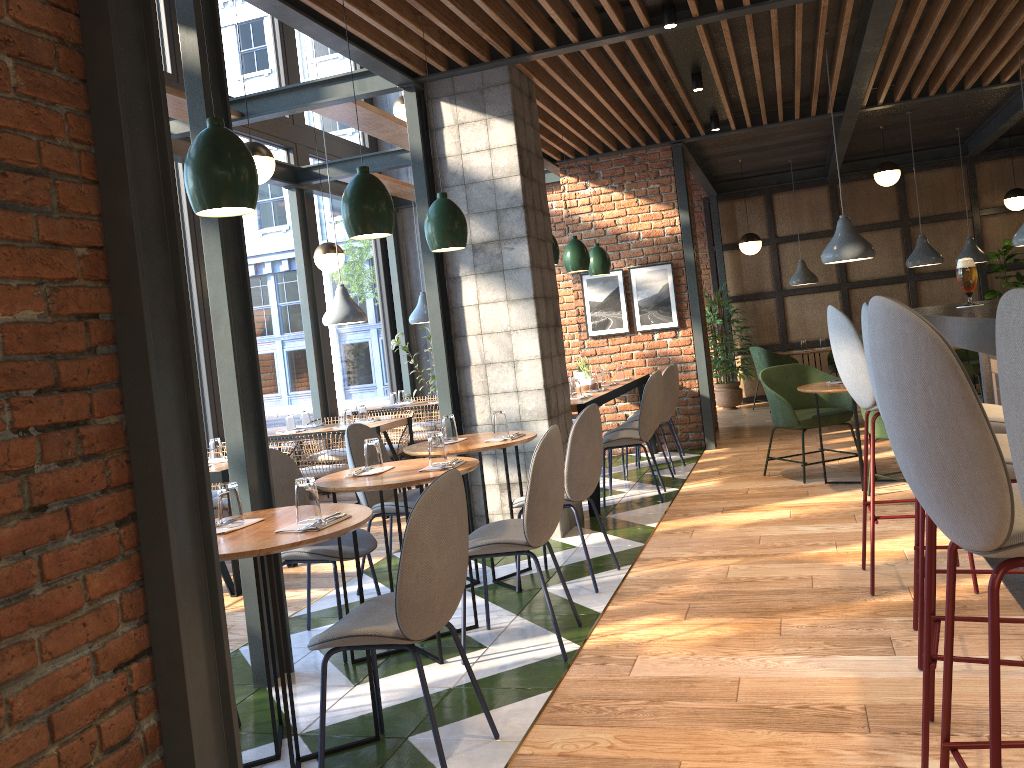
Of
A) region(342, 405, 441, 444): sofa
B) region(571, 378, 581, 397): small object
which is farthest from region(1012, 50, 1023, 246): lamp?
region(342, 405, 441, 444): sofa

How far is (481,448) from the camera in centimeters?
430cm

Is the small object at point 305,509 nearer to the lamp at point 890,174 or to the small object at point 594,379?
the small object at point 594,379

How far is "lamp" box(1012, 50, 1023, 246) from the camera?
6.7m

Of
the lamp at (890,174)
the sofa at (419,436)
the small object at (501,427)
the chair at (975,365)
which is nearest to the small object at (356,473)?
the small object at (501,427)

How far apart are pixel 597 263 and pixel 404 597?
6.0 meters

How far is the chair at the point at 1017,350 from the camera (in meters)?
0.89

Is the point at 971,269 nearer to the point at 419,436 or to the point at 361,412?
the point at 361,412

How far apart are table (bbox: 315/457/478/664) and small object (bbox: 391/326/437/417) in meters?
6.0

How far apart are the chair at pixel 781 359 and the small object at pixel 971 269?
7.7m
